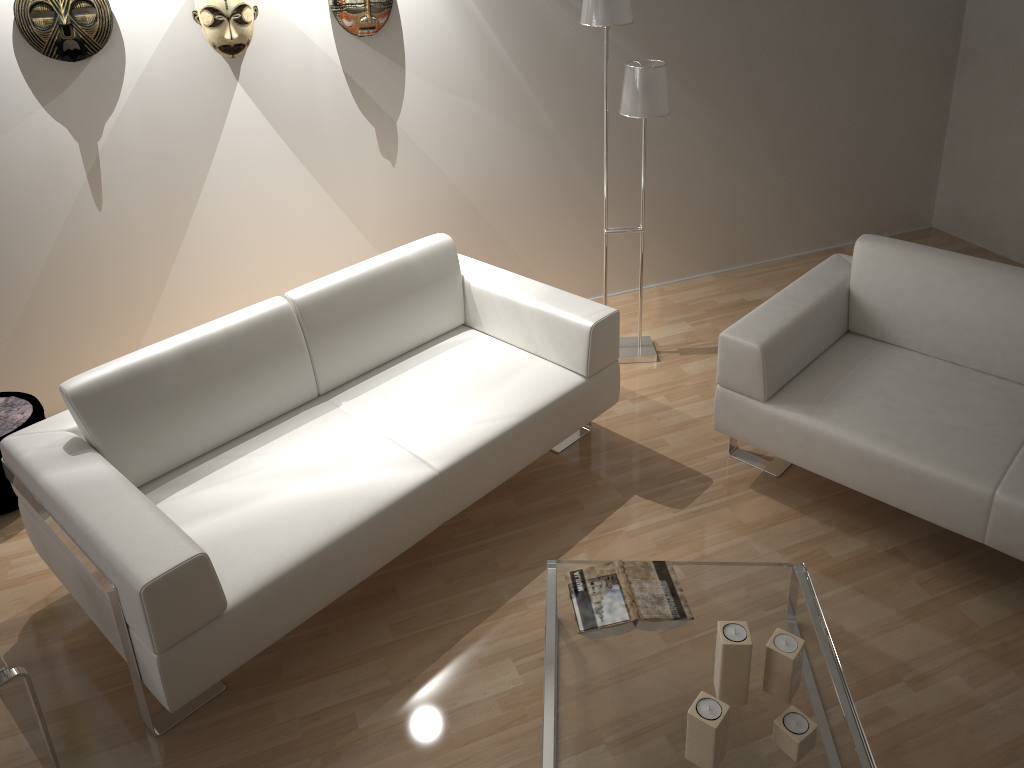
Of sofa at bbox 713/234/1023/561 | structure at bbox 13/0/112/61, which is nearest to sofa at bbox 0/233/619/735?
sofa at bbox 713/234/1023/561

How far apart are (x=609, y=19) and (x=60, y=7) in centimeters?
189cm

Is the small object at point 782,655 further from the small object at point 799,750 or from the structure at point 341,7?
the structure at point 341,7

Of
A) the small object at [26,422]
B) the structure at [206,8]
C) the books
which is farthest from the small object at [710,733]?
the structure at [206,8]

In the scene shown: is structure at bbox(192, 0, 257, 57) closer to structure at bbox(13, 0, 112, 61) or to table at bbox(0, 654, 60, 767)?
structure at bbox(13, 0, 112, 61)

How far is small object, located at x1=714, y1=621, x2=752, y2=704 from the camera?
2.01m

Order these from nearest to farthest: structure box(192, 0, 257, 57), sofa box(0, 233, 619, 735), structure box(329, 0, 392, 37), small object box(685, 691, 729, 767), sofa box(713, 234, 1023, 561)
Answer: small object box(685, 691, 729, 767) → sofa box(0, 233, 619, 735) → sofa box(713, 234, 1023, 561) → structure box(192, 0, 257, 57) → structure box(329, 0, 392, 37)

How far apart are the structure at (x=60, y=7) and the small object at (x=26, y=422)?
1.2m

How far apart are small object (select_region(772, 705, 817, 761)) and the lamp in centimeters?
207cm

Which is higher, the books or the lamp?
the lamp
